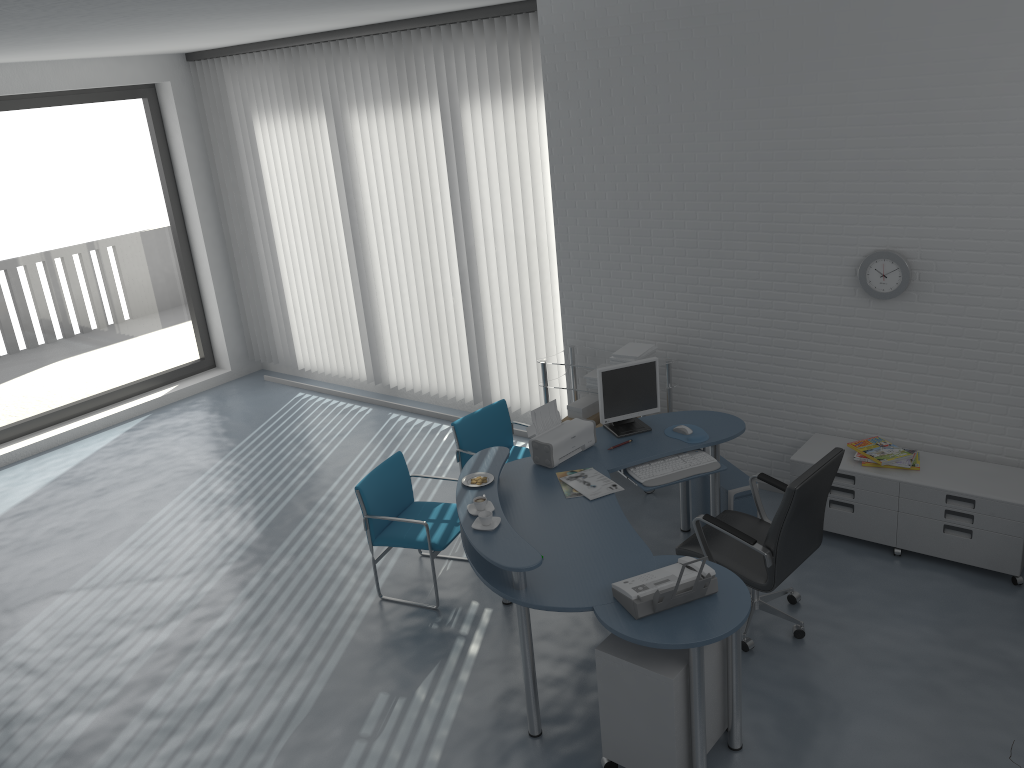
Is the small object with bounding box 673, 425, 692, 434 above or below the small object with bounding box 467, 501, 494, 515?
below

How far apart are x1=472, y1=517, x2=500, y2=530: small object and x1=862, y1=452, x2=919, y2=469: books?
2.5 meters

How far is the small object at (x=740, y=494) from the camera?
5.0 meters

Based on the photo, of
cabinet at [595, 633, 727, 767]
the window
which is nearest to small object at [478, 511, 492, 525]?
cabinet at [595, 633, 727, 767]

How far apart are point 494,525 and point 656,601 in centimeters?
85cm

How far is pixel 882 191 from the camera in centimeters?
486cm

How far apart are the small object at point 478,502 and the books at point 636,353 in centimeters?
209cm

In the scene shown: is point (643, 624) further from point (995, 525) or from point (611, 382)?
point (995, 525)

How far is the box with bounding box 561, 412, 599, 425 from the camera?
6.24m

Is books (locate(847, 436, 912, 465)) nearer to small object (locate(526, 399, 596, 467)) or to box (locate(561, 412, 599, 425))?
small object (locate(526, 399, 596, 467))
